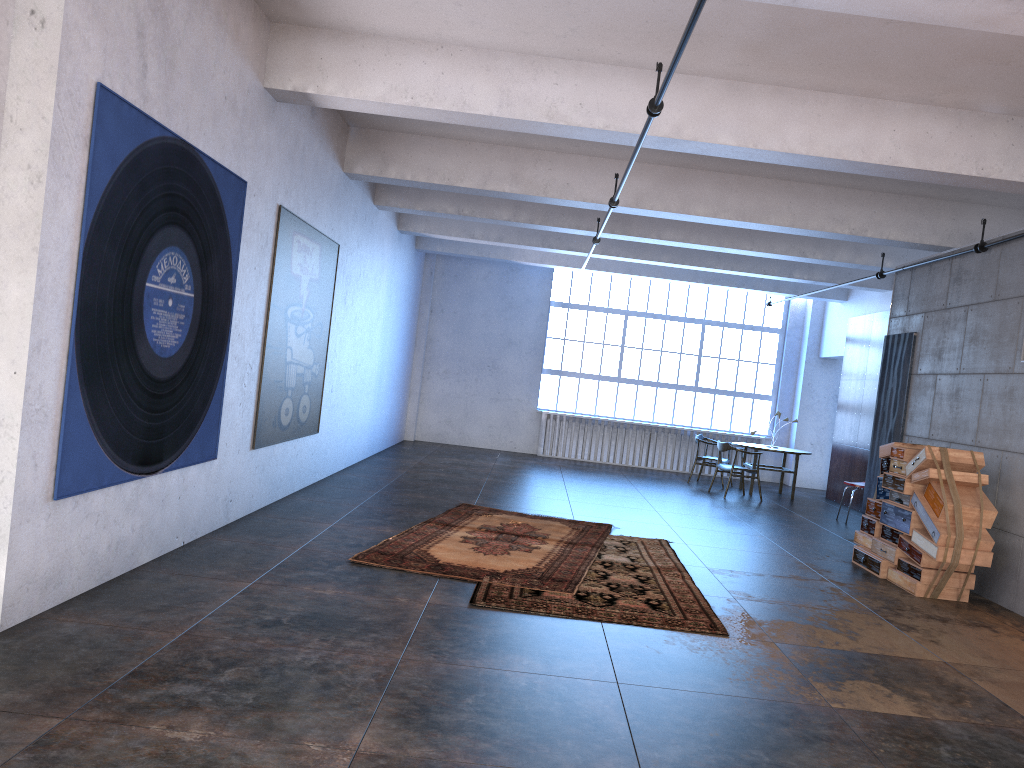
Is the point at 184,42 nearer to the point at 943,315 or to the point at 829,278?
the point at 943,315

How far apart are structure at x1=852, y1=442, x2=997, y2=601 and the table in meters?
5.0 m

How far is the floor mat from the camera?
6.5m

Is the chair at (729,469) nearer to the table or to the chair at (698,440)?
the table

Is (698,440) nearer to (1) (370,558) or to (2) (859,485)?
(2) (859,485)

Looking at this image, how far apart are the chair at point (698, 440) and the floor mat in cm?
622

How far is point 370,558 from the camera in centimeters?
652cm

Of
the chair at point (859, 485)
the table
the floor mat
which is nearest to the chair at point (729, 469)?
the table

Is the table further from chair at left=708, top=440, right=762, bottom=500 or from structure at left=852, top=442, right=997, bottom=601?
structure at left=852, top=442, right=997, bottom=601

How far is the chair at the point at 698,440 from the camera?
14.95m
